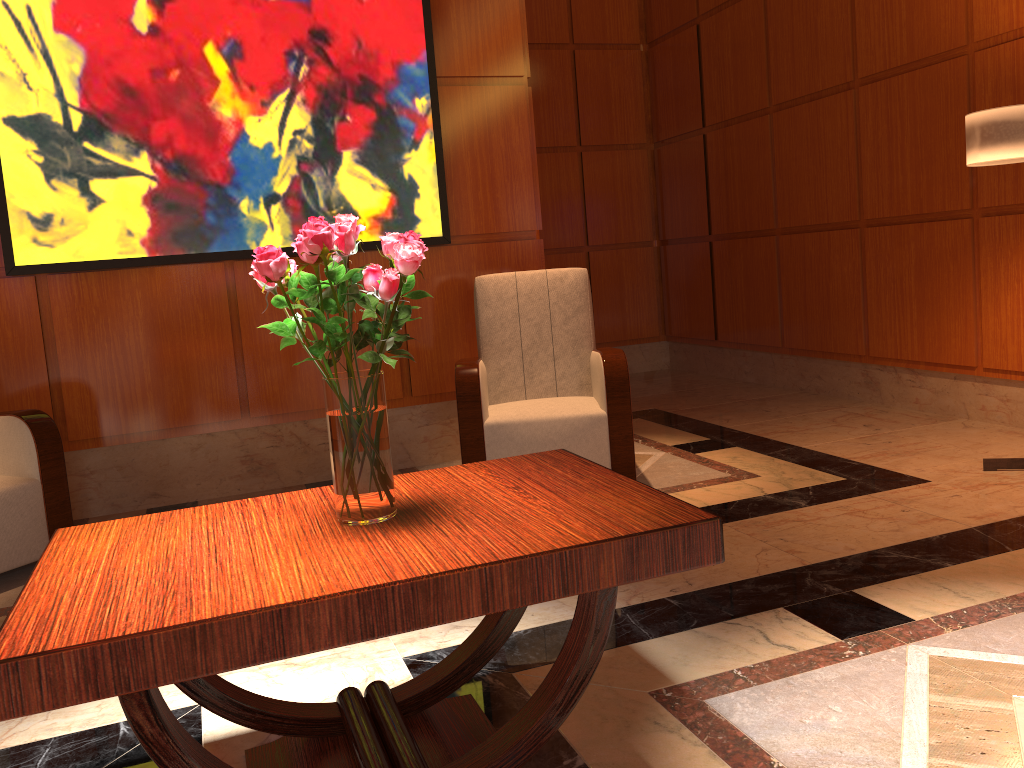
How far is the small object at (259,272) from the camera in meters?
1.6 m

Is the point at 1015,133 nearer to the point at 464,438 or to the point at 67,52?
the point at 464,438

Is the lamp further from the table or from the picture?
the picture

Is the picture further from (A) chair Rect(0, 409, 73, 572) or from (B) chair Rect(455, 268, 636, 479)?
(A) chair Rect(0, 409, 73, 572)

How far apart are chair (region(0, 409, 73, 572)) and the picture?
0.8m

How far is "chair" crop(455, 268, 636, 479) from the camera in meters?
3.7 m

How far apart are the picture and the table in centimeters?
240cm

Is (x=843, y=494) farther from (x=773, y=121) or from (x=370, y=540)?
(x=773, y=121)

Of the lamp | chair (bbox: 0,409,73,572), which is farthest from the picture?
the lamp

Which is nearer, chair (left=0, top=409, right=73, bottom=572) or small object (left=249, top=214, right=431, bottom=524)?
small object (left=249, top=214, right=431, bottom=524)
